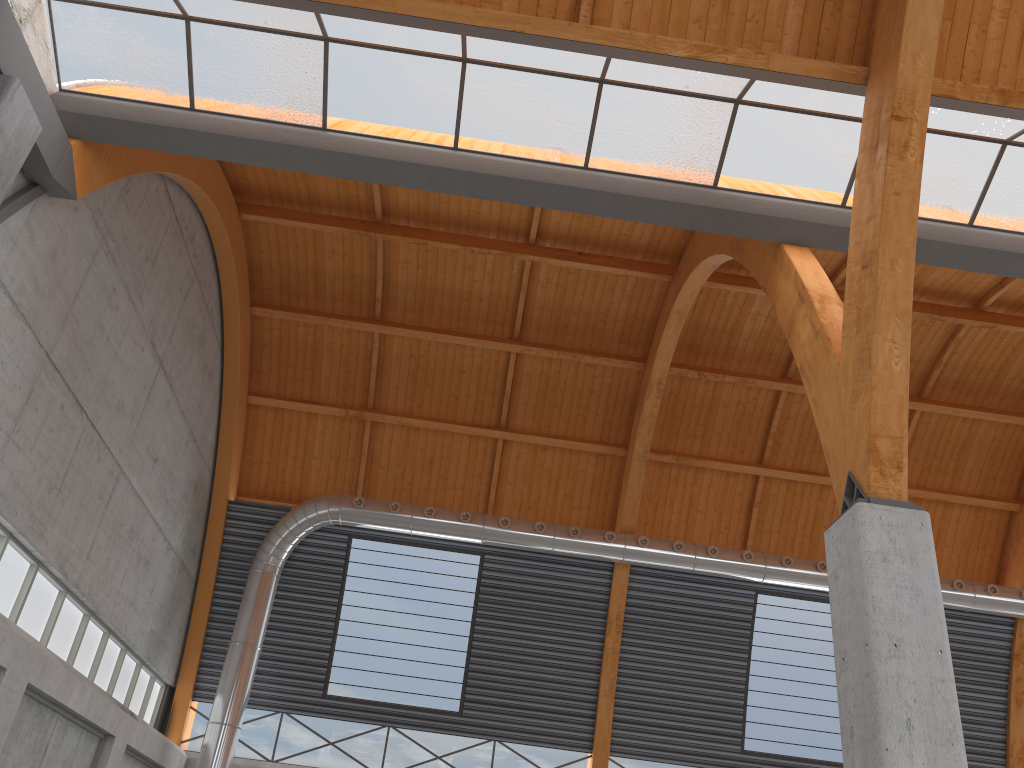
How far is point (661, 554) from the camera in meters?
34.8 m
